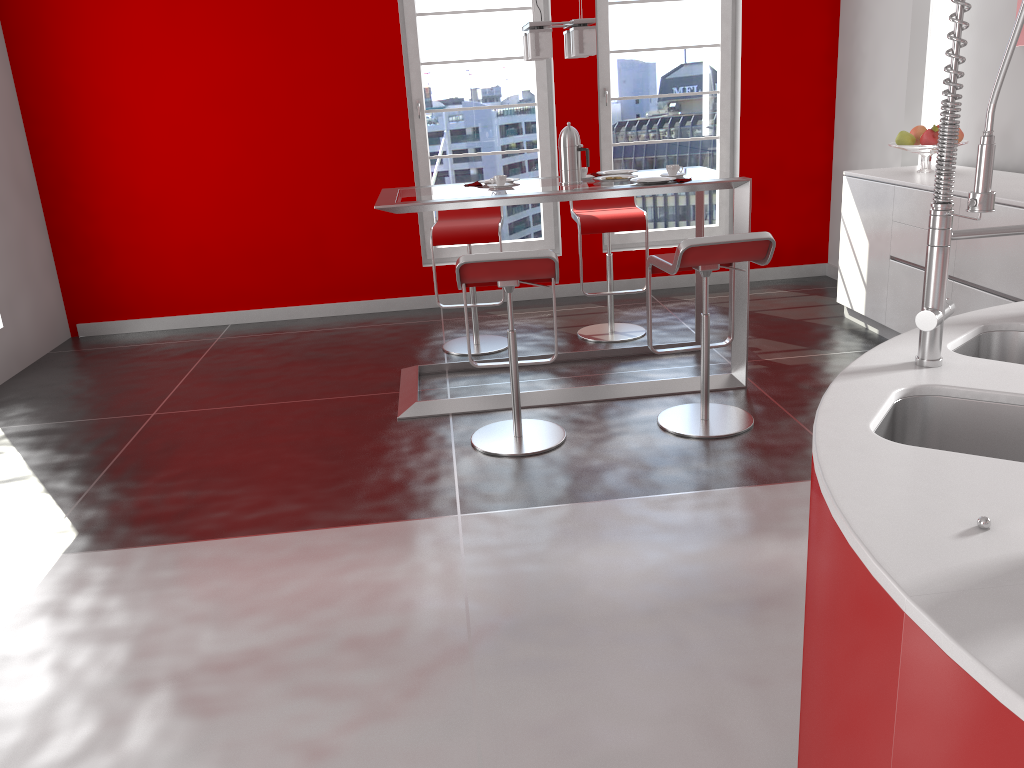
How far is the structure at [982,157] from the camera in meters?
1.5

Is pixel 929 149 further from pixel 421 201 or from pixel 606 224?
pixel 421 201

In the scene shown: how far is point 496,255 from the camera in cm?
340

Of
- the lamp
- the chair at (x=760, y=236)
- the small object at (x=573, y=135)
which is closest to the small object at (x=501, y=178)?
the small object at (x=573, y=135)

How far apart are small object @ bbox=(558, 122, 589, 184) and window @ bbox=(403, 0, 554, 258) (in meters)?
2.08

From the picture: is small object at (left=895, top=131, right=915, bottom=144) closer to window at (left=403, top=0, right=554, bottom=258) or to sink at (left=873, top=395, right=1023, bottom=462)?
window at (left=403, top=0, right=554, bottom=258)

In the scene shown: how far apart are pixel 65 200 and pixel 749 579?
5.28m

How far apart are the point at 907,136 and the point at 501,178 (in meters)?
2.27

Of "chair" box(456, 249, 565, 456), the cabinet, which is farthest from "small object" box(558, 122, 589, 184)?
the cabinet

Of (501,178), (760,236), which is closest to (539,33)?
(501,178)
